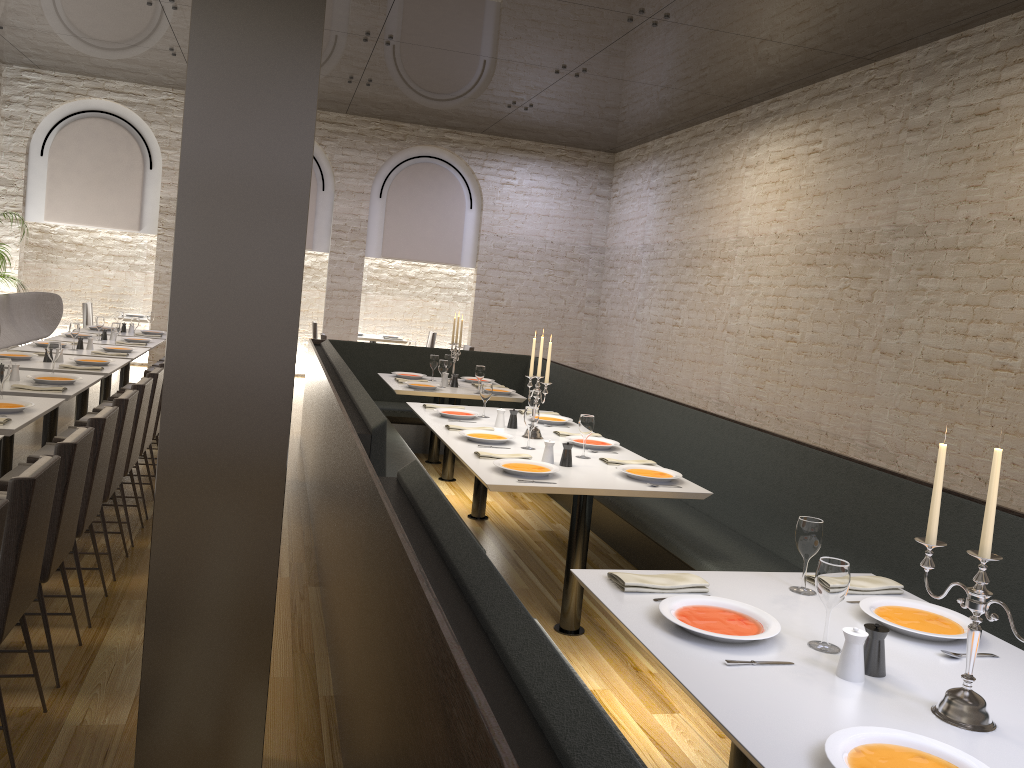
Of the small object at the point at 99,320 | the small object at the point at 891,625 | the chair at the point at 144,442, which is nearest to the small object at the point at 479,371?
the chair at the point at 144,442

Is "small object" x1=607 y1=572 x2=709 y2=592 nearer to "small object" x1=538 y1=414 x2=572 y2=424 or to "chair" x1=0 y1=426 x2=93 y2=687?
"chair" x1=0 y1=426 x2=93 y2=687

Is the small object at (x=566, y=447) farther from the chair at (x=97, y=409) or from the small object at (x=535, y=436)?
the chair at (x=97, y=409)

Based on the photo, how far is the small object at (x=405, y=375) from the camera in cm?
790

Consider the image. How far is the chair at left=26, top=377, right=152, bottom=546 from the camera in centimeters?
487cm

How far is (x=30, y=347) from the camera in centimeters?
742cm

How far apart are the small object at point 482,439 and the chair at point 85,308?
9.15m

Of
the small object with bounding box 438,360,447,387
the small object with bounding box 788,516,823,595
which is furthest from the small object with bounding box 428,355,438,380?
the small object with bounding box 788,516,823,595

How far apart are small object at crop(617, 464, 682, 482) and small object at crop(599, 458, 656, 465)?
0.2m

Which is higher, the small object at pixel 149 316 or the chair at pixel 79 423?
the small object at pixel 149 316
